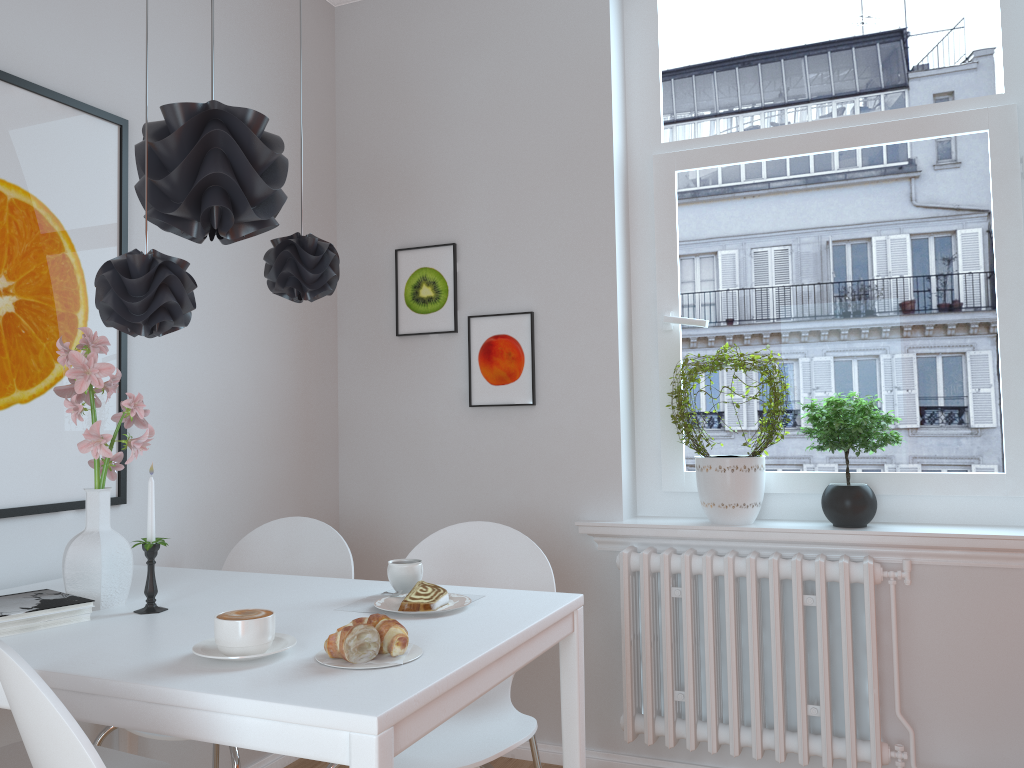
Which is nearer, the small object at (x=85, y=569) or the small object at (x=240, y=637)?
the small object at (x=240, y=637)

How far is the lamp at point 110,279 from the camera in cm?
152

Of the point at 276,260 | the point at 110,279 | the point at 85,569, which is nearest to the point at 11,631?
the point at 85,569

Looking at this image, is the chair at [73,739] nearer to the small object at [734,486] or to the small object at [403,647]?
the small object at [403,647]

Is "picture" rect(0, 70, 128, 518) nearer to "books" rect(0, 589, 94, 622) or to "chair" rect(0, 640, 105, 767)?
"books" rect(0, 589, 94, 622)

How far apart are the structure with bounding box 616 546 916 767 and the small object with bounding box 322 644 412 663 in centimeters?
150cm

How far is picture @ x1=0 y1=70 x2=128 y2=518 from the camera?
2.1m

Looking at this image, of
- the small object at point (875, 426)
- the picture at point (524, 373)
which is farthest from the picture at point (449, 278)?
the small object at point (875, 426)

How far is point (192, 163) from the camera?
1.6 meters

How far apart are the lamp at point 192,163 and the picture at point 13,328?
0.54m
